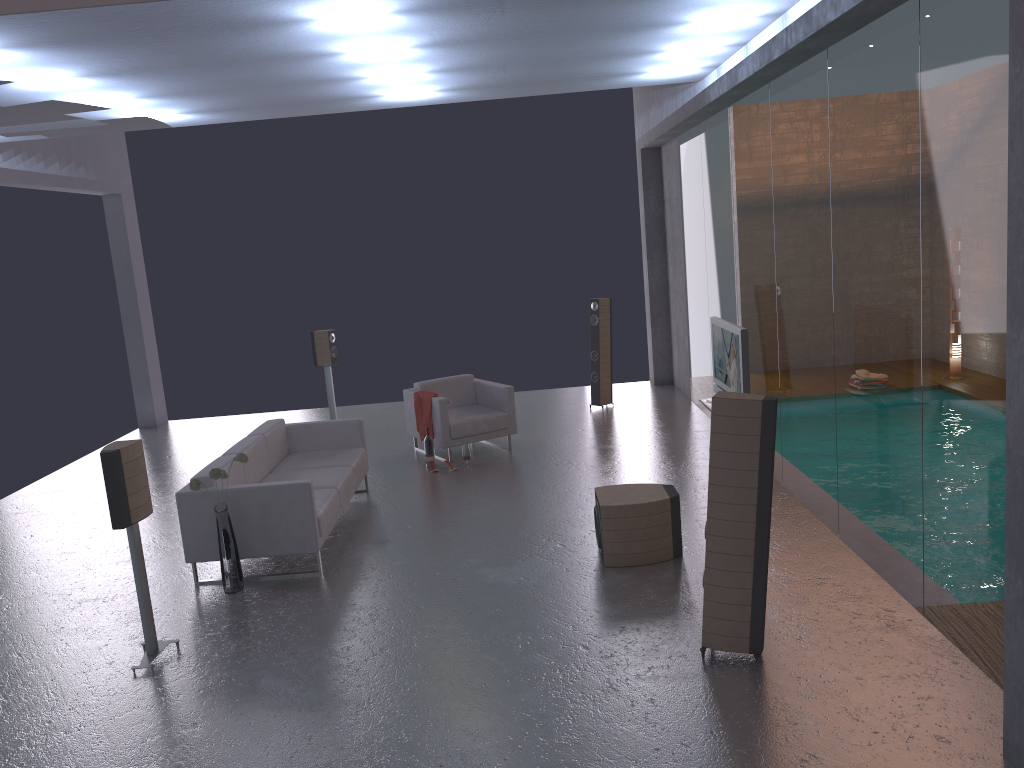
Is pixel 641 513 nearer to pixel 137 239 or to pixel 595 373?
pixel 595 373

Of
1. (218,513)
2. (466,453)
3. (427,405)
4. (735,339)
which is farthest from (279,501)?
(735,339)

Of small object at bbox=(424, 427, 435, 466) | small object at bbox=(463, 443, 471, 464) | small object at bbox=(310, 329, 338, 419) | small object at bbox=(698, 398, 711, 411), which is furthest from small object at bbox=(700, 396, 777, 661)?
small object at bbox=(310, 329, 338, 419)

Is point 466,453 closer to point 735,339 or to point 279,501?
point 279,501

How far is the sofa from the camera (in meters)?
6.52

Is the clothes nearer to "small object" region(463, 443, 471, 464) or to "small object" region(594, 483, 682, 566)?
"small object" region(463, 443, 471, 464)

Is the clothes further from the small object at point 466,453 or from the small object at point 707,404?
the small object at point 707,404

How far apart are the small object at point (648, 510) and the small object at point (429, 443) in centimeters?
326cm

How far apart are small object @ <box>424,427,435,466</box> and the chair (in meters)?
0.15

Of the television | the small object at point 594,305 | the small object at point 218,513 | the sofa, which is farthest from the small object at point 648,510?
the small object at point 594,305
